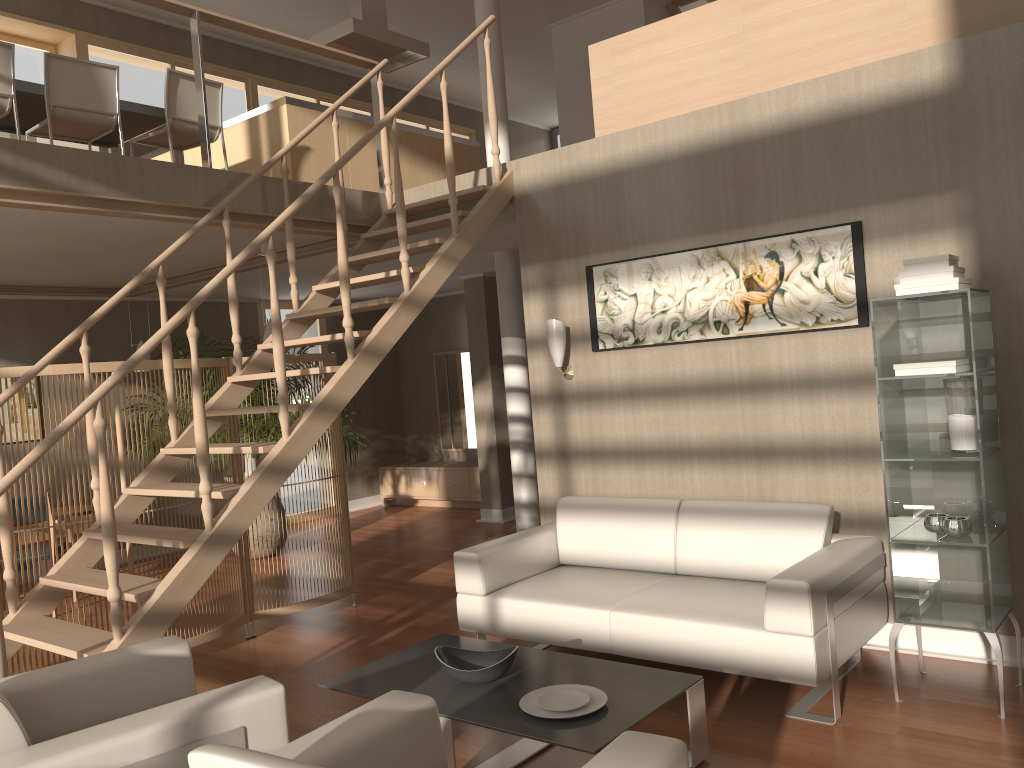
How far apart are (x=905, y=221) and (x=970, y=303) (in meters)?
0.84

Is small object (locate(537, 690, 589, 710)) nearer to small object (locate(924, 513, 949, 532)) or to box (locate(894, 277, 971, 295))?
small object (locate(924, 513, 949, 532))

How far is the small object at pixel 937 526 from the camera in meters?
3.5 m

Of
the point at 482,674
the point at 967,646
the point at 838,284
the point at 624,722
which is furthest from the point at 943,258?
the point at 482,674

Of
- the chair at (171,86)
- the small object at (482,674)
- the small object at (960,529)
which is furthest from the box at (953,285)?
the chair at (171,86)

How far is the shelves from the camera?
3.36m

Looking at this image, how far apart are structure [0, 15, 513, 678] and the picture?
0.7 meters

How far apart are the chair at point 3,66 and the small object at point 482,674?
4.0 meters

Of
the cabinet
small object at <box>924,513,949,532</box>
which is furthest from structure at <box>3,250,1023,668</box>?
small object at <box>924,513,949,532</box>

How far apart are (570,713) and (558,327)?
2.6 meters
